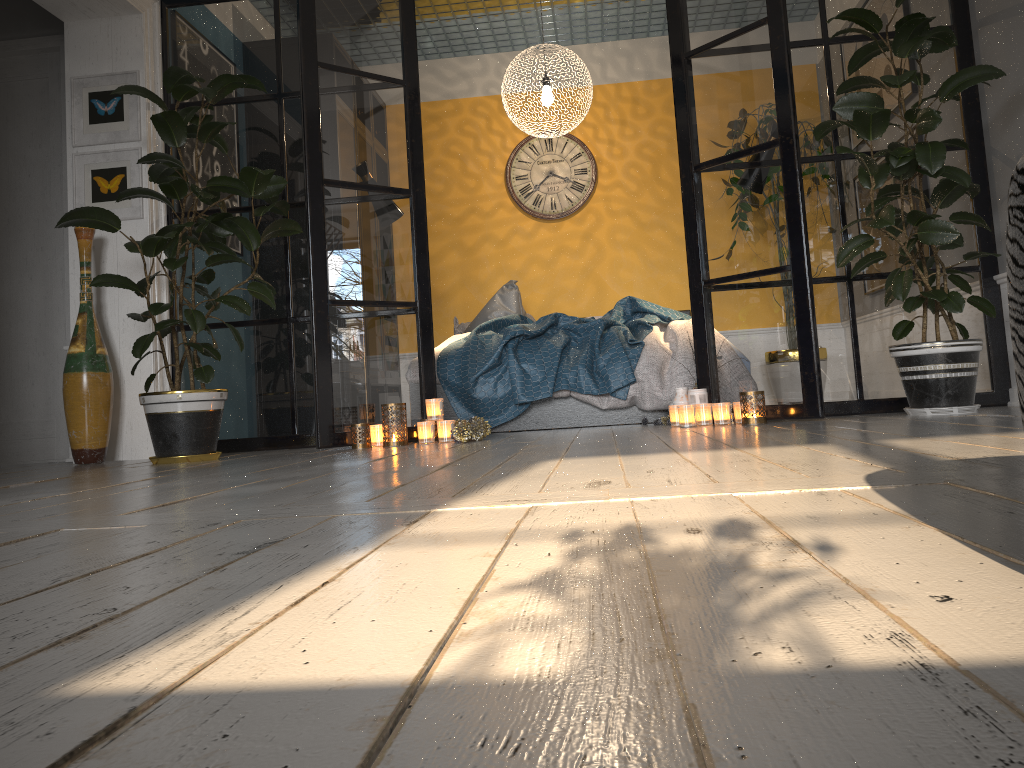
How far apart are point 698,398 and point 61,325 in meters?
3.4 m

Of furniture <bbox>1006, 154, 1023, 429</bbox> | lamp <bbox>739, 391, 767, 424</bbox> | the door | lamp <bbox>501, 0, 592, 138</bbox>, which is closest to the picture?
the door

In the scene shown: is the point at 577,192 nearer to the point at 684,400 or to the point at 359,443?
the point at 684,400

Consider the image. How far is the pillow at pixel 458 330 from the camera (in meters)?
6.56

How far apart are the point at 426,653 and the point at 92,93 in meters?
4.6 m

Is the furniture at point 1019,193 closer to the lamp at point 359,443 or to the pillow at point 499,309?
the lamp at point 359,443

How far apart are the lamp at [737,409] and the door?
3.4m

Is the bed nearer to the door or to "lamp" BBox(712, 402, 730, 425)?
"lamp" BBox(712, 402, 730, 425)

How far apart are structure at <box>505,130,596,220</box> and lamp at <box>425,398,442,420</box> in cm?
332

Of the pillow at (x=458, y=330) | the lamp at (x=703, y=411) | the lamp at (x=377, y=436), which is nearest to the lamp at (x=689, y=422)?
the lamp at (x=703, y=411)
